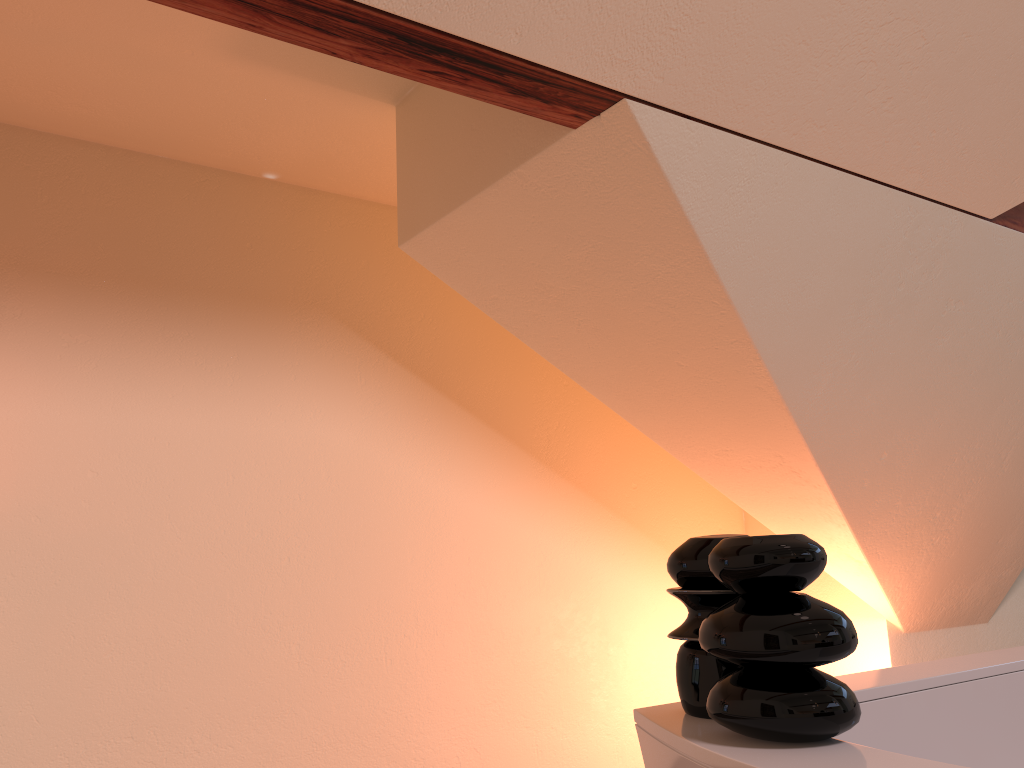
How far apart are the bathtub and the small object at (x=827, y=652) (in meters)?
0.01

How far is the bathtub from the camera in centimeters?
82cm

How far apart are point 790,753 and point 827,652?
0.1m

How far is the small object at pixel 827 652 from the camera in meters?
0.8

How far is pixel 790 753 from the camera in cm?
82

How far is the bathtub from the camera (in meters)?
0.82
